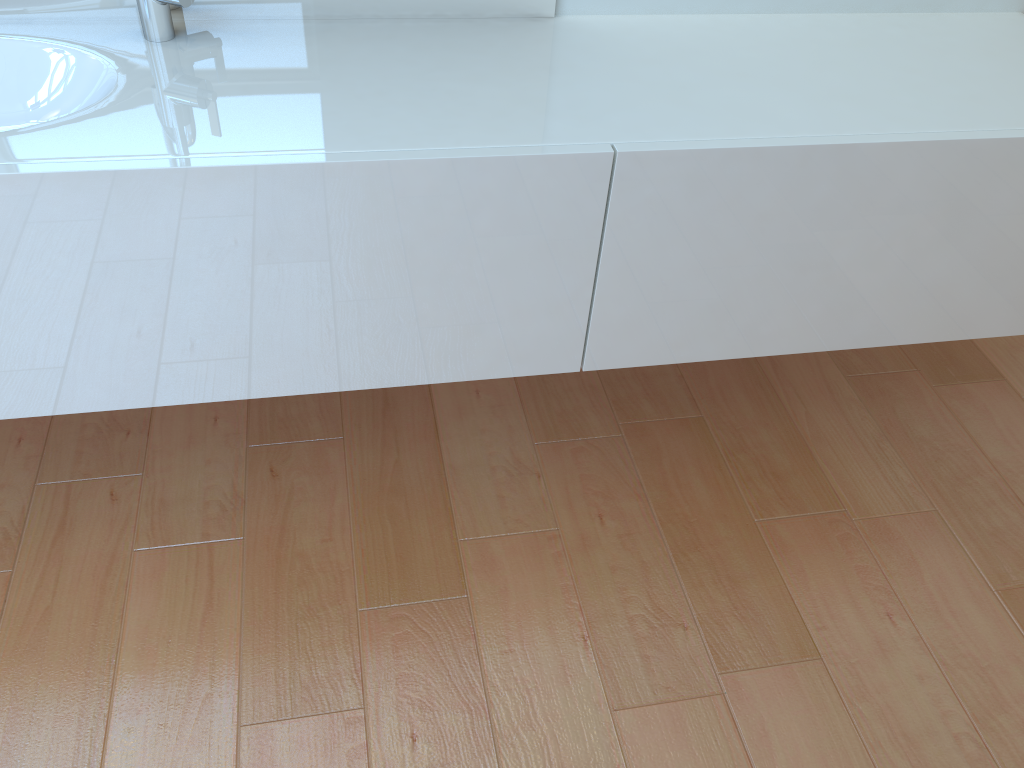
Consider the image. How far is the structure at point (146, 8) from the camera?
1.2m

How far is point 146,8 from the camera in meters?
1.2 m

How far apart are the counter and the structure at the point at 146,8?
0.0m

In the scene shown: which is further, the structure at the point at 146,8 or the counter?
the structure at the point at 146,8

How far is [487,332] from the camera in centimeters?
129cm

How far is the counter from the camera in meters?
1.1 m

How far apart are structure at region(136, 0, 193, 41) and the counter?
0.0 meters

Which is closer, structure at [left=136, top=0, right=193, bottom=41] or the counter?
the counter

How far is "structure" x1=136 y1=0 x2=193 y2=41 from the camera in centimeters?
125cm
